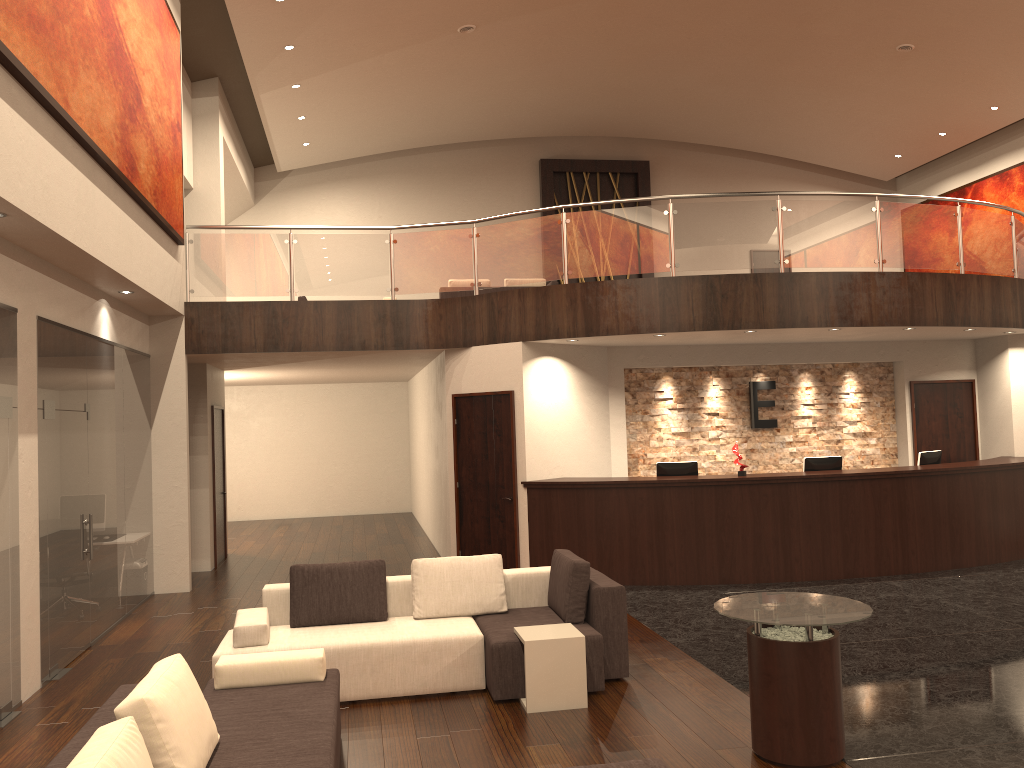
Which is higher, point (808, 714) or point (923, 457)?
point (923, 457)

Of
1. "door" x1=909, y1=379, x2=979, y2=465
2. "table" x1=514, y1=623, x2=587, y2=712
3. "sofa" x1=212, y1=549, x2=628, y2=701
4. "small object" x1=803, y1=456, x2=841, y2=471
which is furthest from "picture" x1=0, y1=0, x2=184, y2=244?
"door" x1=909, y1=379, x2=979, y2=465

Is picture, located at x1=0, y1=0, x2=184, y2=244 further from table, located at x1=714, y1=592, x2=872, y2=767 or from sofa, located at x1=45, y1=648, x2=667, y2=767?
table, located at x1=714, y1=592, x2=872, y2=767

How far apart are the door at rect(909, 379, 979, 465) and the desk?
1.1m

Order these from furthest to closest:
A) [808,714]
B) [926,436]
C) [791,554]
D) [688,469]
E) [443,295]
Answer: [443,295] → [926,436] → [688,469] → [791,554] → [808,714]

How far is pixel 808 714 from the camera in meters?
4.6 m

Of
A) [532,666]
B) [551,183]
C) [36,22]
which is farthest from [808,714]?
[551,183]

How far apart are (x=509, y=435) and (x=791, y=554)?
3.4m

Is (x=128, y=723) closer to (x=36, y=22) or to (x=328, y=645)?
(x=328, y=645)

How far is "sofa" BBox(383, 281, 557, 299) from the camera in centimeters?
1447cm
